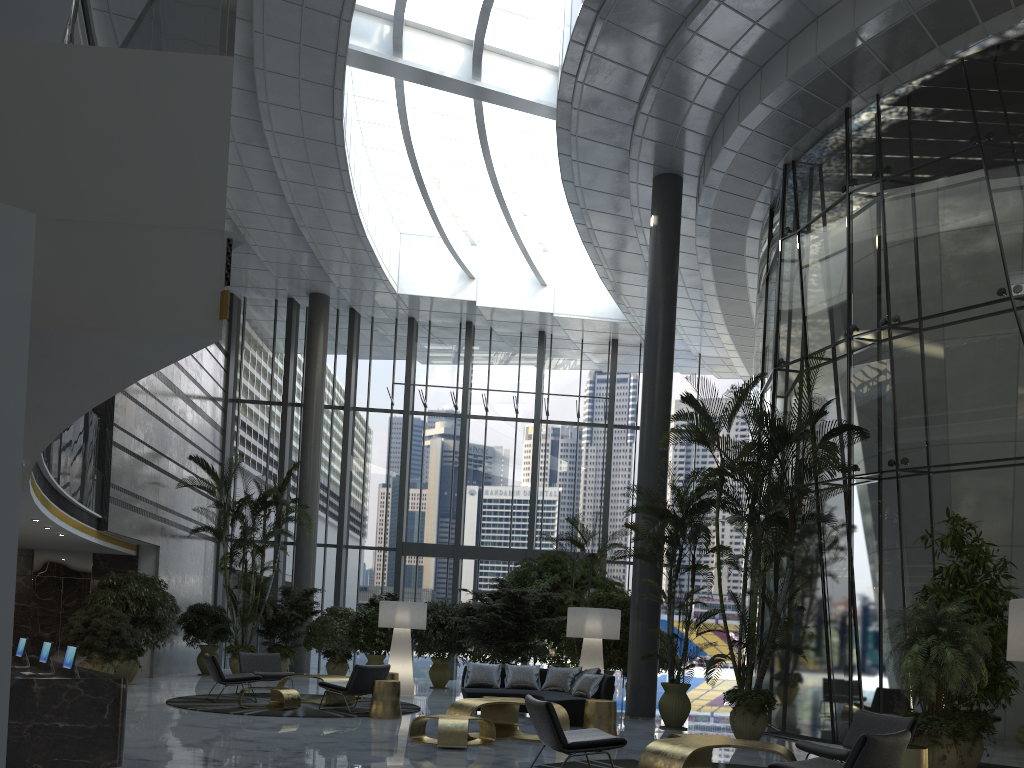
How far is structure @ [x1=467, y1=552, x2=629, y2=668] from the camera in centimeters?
1551cm

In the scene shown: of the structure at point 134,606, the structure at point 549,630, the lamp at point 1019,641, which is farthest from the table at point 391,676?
the lamp at point 1019,641

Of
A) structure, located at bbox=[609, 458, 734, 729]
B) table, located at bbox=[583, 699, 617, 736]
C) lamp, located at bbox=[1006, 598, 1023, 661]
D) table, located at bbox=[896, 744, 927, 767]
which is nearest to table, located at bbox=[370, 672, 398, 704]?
structure, located at bbox=[609, 458, 734, 729]

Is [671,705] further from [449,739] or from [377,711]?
[449,739]

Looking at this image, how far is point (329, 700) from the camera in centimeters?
1110cm

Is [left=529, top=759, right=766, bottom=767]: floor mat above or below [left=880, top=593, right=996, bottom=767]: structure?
below

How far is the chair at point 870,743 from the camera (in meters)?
4.84

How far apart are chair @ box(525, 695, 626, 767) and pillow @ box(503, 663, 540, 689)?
5.5 meters

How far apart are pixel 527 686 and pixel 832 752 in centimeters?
626cm

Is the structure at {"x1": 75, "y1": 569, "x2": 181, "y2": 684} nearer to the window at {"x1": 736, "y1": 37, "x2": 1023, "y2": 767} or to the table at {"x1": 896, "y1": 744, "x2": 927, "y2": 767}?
the window at {"x1": 736, "y1": 37, "x2": 1023, "y2": 767}
